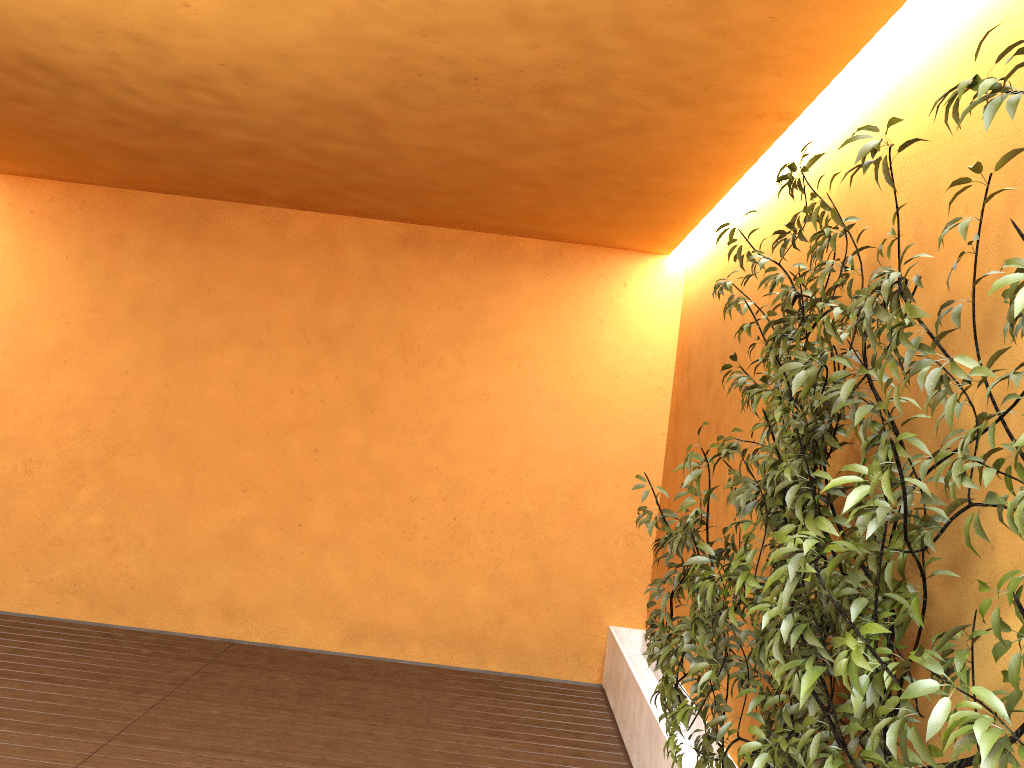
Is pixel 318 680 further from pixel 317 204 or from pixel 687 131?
pixel 687 131

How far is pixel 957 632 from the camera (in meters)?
1.57

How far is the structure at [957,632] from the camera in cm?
157

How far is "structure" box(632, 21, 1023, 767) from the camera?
1.6m
